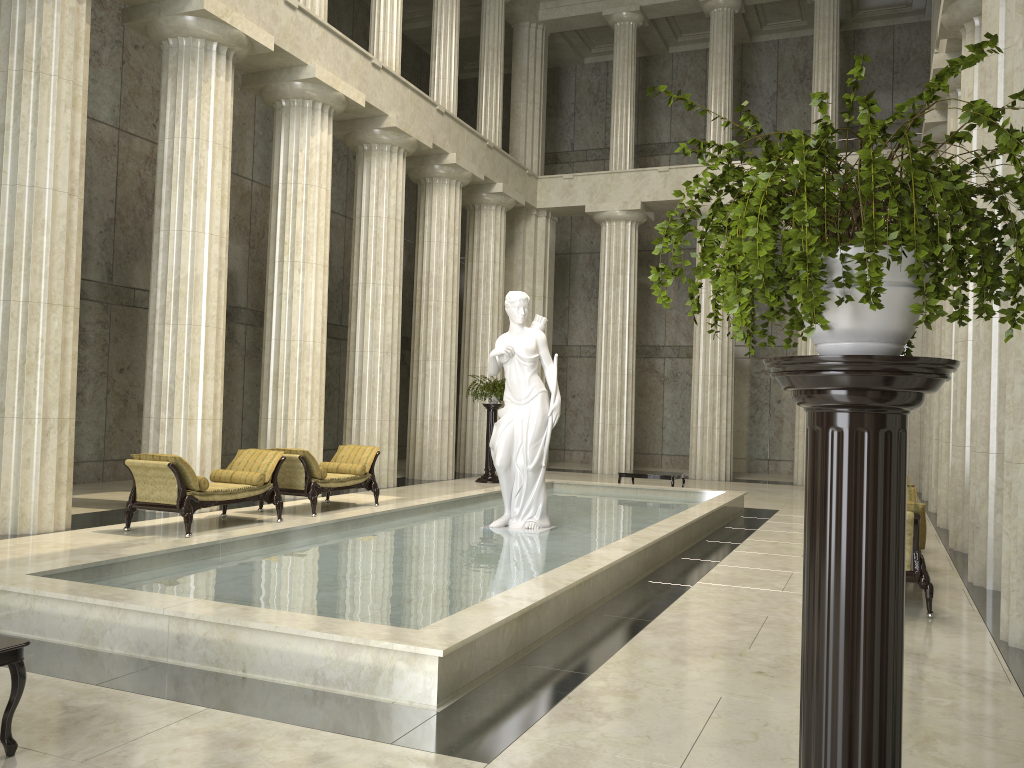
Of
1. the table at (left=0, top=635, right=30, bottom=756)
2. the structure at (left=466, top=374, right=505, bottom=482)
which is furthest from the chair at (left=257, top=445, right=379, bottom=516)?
the table at (left=0, top=635, right=30, bottom=756)

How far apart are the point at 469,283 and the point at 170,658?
17.52m

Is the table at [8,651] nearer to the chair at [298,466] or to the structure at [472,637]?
the structure at [472,637]

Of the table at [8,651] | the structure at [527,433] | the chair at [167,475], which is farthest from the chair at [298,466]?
the table at [8,651]

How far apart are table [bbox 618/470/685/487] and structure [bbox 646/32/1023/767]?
13.90m

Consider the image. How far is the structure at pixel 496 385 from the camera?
19.2 meters

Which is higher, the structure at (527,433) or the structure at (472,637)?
the structure at (527,433)

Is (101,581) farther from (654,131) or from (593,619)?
(654,131)

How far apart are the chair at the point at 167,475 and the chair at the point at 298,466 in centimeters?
40cm

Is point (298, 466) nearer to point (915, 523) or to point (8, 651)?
point (915, 523)
